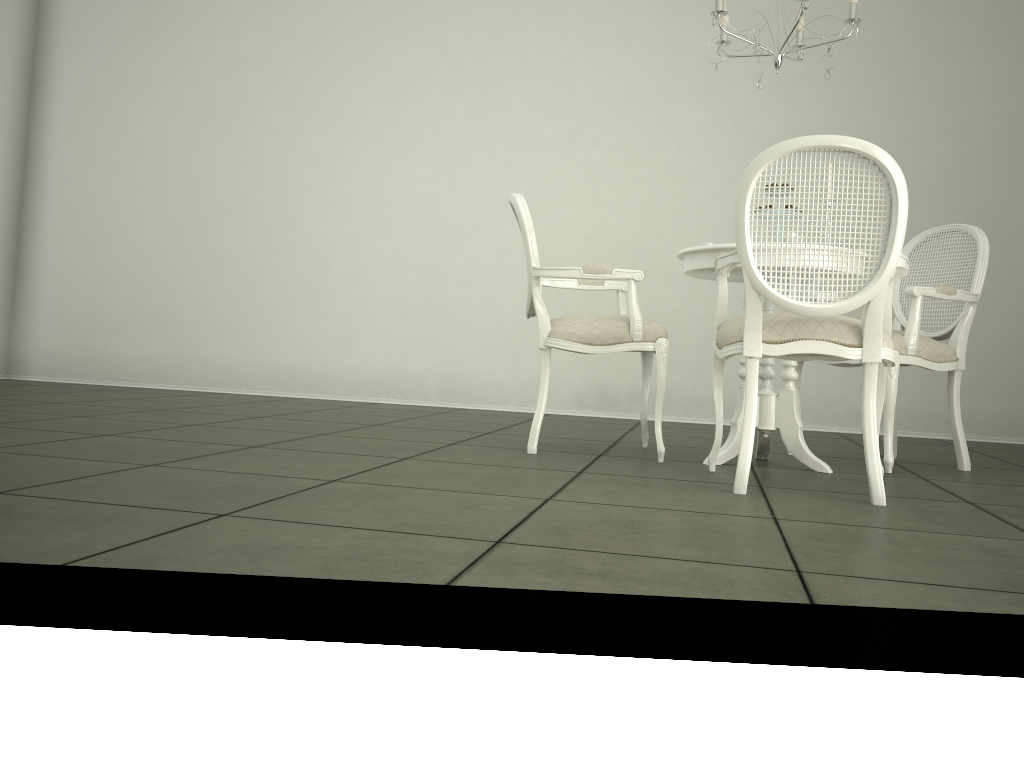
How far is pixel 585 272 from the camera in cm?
339

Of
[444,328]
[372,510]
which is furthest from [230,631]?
[444,328]

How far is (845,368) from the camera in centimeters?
562cm

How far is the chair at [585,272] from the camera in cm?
339

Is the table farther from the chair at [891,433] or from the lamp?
the lamp

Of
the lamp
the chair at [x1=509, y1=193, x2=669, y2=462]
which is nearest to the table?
the chair at [x1=509, y1=193, x2=669, y2=462]

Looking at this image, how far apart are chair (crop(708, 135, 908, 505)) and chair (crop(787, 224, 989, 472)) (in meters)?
0.42

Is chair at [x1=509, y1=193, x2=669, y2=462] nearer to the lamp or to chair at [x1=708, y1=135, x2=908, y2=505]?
chair at [x1=708, y1=135, x2=908, y2=505]

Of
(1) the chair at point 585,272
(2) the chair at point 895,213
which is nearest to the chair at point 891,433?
(2) the chair at point 895,213

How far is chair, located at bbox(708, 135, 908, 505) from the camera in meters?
2.5 m
